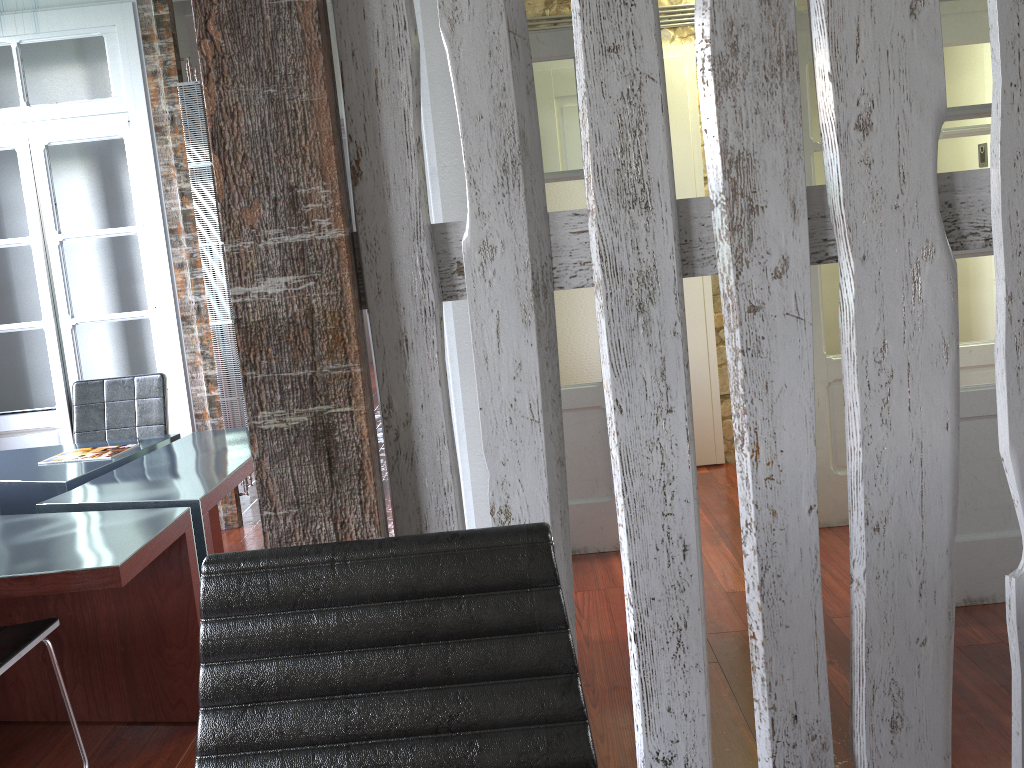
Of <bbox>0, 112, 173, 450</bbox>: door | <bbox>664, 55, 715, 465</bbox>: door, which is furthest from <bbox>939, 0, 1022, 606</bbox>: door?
<bbox>0, 112, 173, 450</bbox>: door

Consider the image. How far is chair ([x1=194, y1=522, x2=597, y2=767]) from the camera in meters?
1.0

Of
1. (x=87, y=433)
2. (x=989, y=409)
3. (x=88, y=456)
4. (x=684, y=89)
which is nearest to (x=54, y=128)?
(x=87, y=433)

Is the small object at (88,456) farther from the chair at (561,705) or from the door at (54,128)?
Result: the chair at (561,705)

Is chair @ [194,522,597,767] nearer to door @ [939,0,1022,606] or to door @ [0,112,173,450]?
door @ [939,0,1022,606]

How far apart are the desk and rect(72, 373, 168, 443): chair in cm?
15

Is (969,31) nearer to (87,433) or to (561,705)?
(561,705)

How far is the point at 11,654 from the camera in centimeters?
222cm

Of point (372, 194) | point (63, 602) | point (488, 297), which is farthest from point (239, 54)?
point (63, 602)

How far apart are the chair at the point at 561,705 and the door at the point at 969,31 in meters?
2.9
